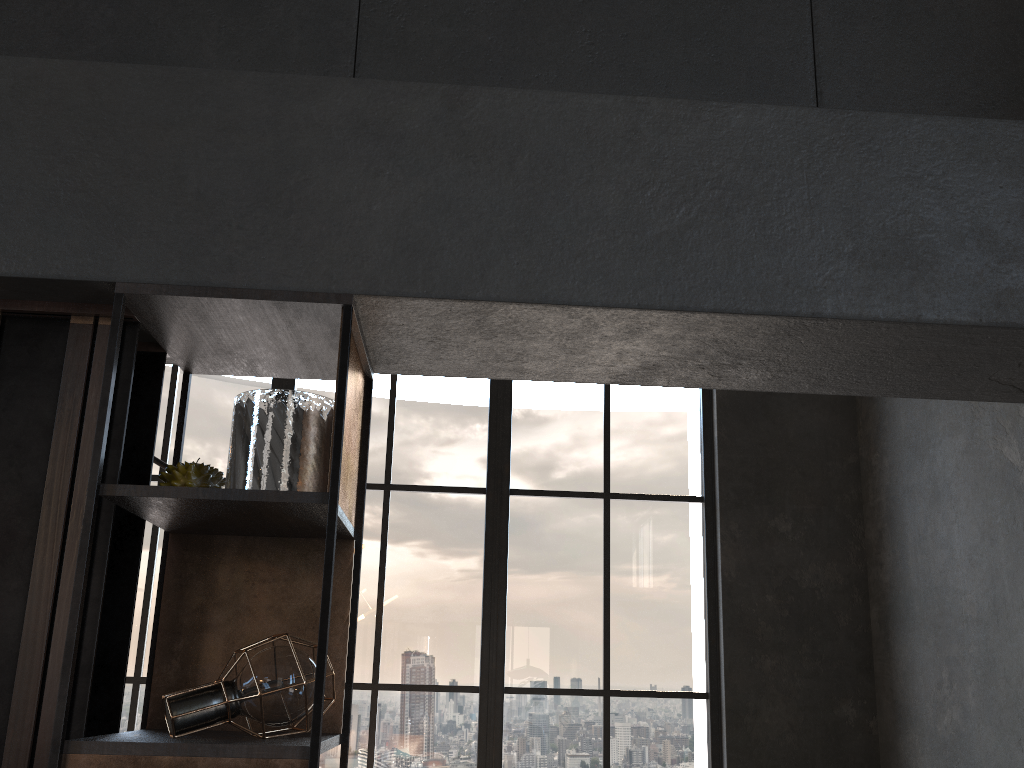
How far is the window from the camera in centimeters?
550cm

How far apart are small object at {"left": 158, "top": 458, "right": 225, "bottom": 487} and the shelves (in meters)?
0.06

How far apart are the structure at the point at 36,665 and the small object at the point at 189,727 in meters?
0.1 m

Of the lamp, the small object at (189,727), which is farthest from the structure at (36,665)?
the lamp

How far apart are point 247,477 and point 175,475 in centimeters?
19cm

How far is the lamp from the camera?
3.9m

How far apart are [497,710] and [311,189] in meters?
4.5

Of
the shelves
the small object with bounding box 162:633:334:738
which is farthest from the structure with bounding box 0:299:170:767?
the small object with bounding box 162:633:334:738

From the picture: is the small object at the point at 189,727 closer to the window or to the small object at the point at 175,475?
the small object at the point at 175,475

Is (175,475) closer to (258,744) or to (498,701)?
(258,744)
